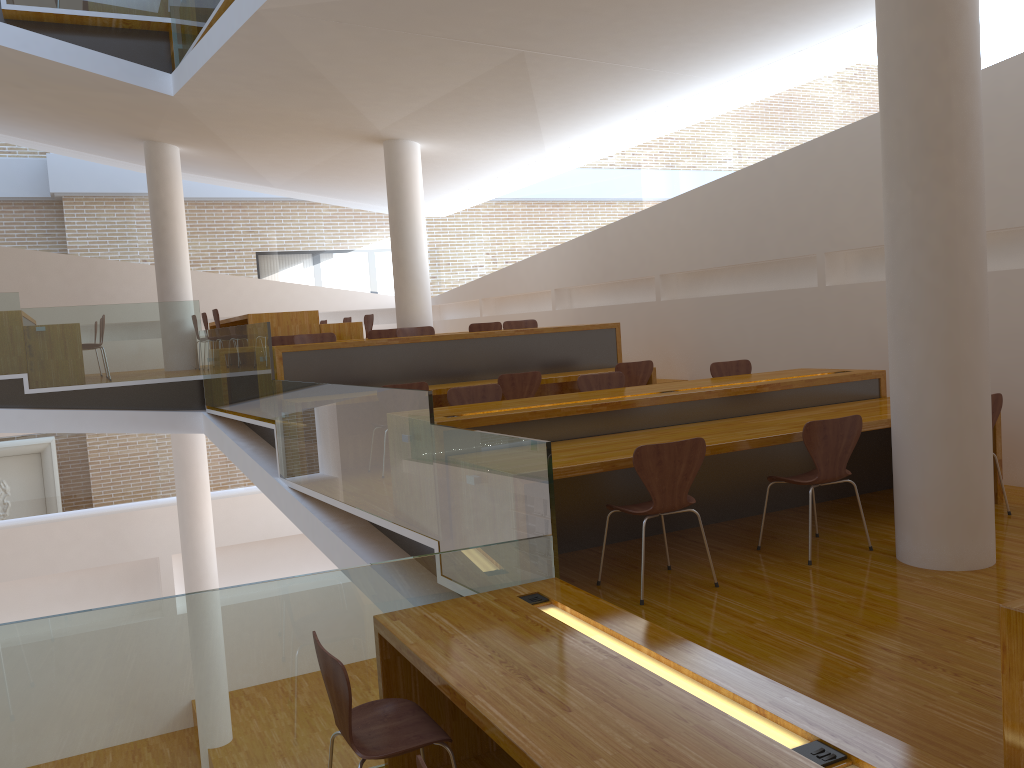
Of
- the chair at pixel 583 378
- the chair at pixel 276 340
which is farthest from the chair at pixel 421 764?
the chair at pixel 276 340

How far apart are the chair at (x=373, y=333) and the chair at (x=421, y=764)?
7.2m

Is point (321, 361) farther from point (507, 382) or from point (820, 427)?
point (820, 427)

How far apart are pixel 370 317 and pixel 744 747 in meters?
9.2 m

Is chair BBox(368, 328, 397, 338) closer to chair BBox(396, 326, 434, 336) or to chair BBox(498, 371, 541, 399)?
chair BBox(396, 326, 434, 336)

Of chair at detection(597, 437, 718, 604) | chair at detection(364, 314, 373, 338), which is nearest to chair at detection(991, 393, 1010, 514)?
chair at detection(597, 437, 718, 604)

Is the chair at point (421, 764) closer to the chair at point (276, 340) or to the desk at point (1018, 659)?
the desk at point (1018, 659)

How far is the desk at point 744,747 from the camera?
2.1m

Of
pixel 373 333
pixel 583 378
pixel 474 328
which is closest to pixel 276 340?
pixel 373 333

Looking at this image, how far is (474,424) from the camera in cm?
457
